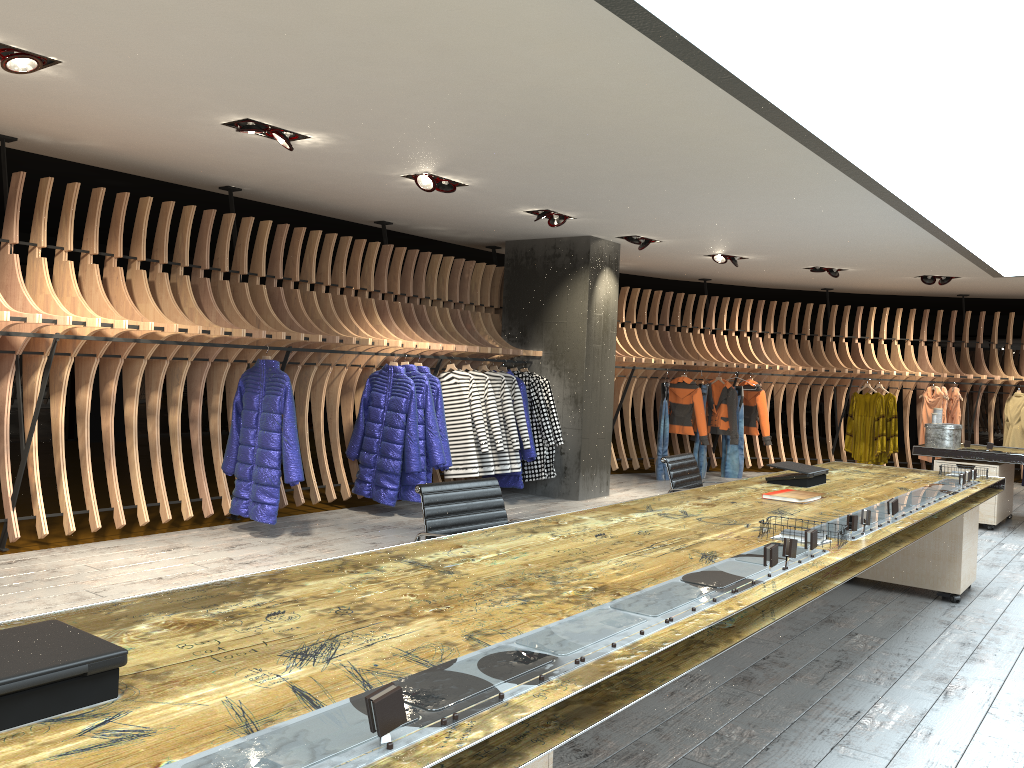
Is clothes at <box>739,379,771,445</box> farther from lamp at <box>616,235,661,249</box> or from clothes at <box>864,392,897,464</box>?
lamp at <box>616,235,661,249</box>

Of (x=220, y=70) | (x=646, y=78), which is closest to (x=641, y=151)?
(x=646, y=78)

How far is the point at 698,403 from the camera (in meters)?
11.43

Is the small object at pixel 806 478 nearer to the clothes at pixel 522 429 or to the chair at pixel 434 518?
the chair at pixel 434 518

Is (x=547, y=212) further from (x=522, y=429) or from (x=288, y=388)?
(x=288, y=388)

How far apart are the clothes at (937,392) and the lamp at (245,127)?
10.2 meters

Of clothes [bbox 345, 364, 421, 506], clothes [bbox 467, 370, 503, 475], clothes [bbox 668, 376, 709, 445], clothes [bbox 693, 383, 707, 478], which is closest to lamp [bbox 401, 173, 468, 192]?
clothes [bbox 345, 364, 421, 506]

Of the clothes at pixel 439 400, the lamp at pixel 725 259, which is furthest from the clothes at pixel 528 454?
the lamp at pixel 725 259

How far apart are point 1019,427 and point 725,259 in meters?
5.5 m

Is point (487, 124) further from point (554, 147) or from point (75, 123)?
point (75, 123)
